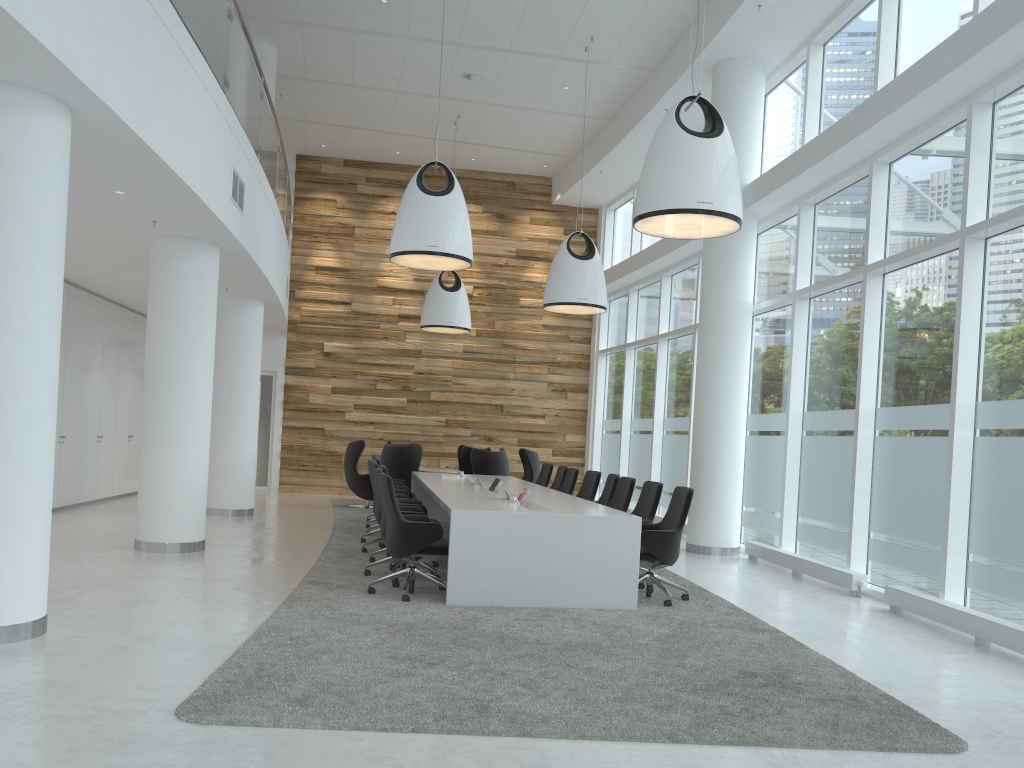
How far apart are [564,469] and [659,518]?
2.6 meters

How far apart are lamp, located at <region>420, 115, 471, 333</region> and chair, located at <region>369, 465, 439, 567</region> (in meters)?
6.16

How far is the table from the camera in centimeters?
675cm

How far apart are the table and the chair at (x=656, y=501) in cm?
52

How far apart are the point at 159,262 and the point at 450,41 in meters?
5.7 m

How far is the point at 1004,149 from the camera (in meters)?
6.96

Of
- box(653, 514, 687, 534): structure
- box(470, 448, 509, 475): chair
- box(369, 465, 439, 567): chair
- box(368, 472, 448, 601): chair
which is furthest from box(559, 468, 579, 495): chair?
box(368, 472, 448, 601): chair

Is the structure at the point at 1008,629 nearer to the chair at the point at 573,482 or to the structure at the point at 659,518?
the chair at the point at 573,482

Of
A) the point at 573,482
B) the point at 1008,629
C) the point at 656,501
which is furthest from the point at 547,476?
the point at 1008,629

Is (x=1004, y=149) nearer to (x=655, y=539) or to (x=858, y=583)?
(x=858, y=583)
